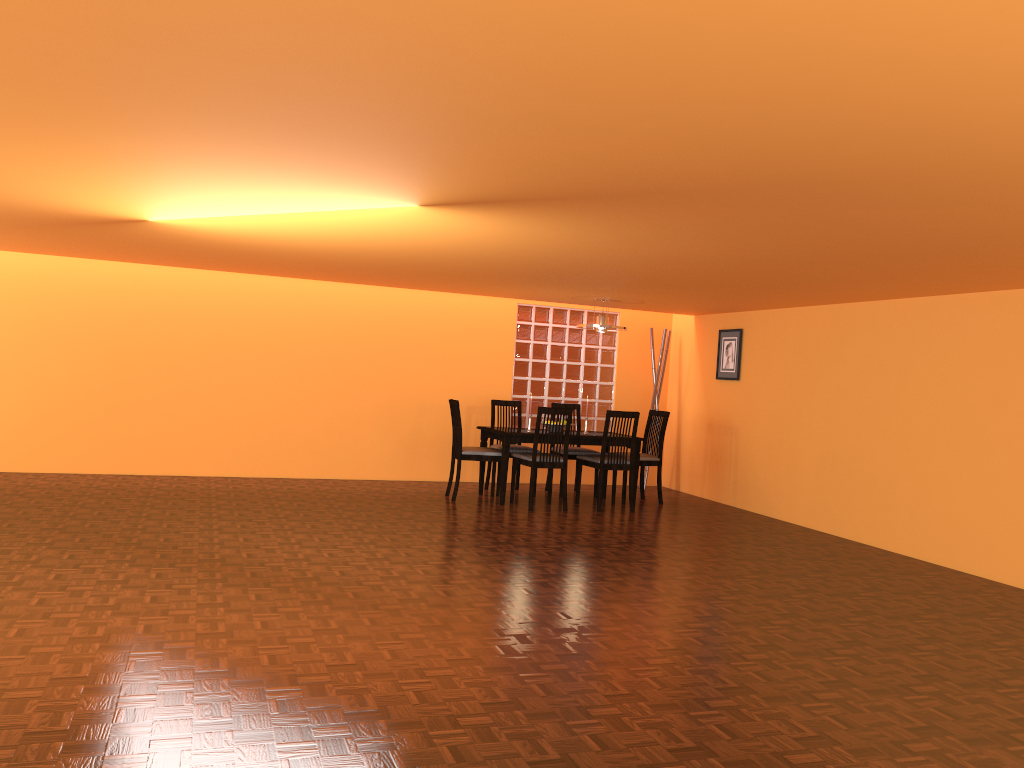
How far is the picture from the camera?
7.8 meters

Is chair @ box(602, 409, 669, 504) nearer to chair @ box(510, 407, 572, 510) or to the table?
the table

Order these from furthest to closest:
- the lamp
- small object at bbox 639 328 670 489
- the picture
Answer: small object at bbox 639 328 670 489 → the picture → the lamp

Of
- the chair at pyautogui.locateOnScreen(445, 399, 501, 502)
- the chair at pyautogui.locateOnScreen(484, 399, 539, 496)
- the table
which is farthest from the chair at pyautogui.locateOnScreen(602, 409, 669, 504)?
the chair at pyautogui.locateOnScreen(445, 399, 501, 502)

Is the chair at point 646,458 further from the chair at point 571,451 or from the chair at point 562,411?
the chair at point 562,411

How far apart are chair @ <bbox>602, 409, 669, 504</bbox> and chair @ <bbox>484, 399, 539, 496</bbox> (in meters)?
1.04

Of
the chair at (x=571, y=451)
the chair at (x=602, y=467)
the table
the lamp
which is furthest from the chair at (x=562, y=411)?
the lamp

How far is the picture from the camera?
7.8m

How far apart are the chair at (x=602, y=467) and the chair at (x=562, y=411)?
0.31m

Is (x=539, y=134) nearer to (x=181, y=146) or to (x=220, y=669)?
(x=181, y=146)
